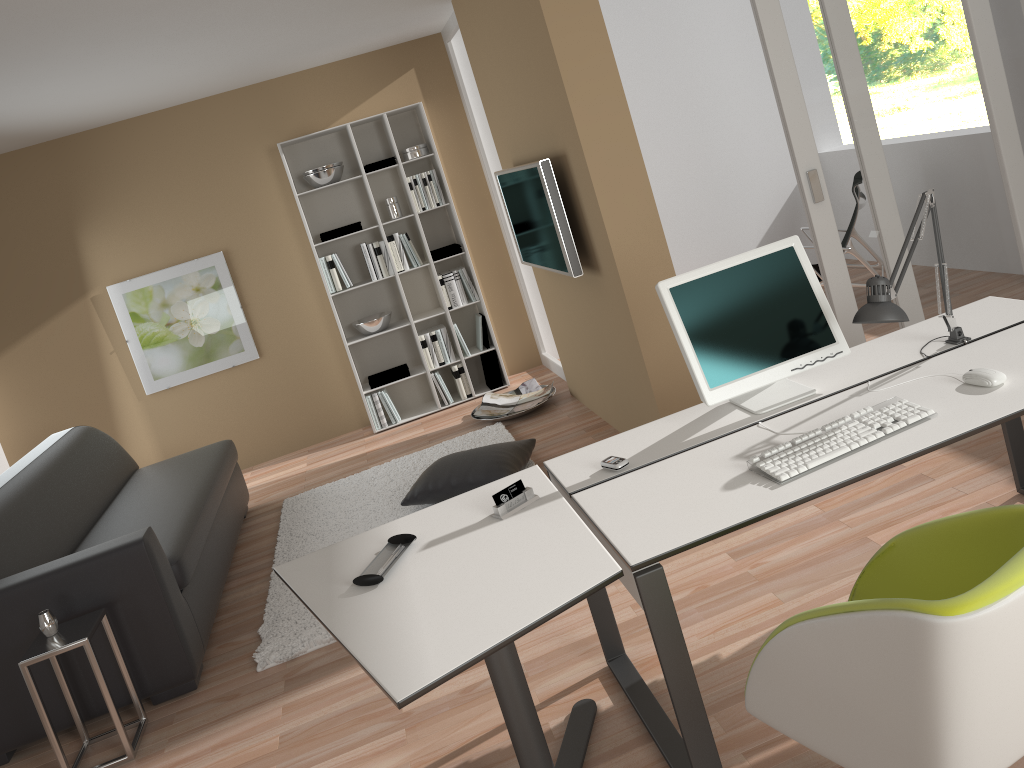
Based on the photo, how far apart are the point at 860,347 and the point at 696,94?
4.45m

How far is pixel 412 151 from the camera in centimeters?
610cm

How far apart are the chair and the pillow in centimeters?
253cm

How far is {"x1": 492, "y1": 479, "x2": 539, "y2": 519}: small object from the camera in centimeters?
240cm

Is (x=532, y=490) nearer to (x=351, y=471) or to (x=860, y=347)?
(x=860, y=347)

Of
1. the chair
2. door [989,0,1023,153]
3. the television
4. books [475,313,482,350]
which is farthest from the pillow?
door [989,0,1023,153]

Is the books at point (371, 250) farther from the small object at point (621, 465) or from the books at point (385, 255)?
the small object at point (621, 465)

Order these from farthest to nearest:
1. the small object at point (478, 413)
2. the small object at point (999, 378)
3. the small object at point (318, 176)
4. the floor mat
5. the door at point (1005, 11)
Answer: the small object at point (318, 176)
the small object at point (478, 413)
the door at point (1005, 11)
the floor mat
the small object at point (999, 378)

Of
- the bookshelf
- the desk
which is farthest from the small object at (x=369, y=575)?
the bookshelf

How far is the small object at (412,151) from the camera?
6.10m
